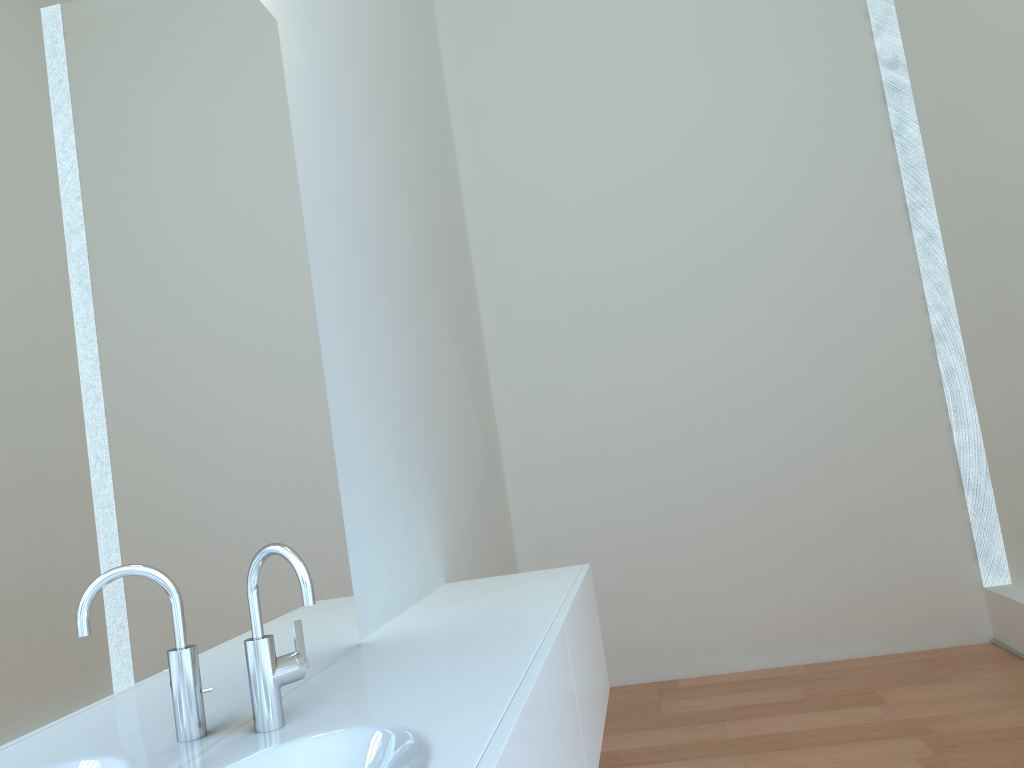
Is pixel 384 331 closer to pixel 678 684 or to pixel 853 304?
pixel 678 684

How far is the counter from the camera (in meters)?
1.17

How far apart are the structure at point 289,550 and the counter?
0.0m

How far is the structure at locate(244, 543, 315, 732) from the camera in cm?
127

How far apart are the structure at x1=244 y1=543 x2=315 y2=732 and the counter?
0.0 meters

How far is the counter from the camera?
1.17m

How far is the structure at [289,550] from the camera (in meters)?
1.27
